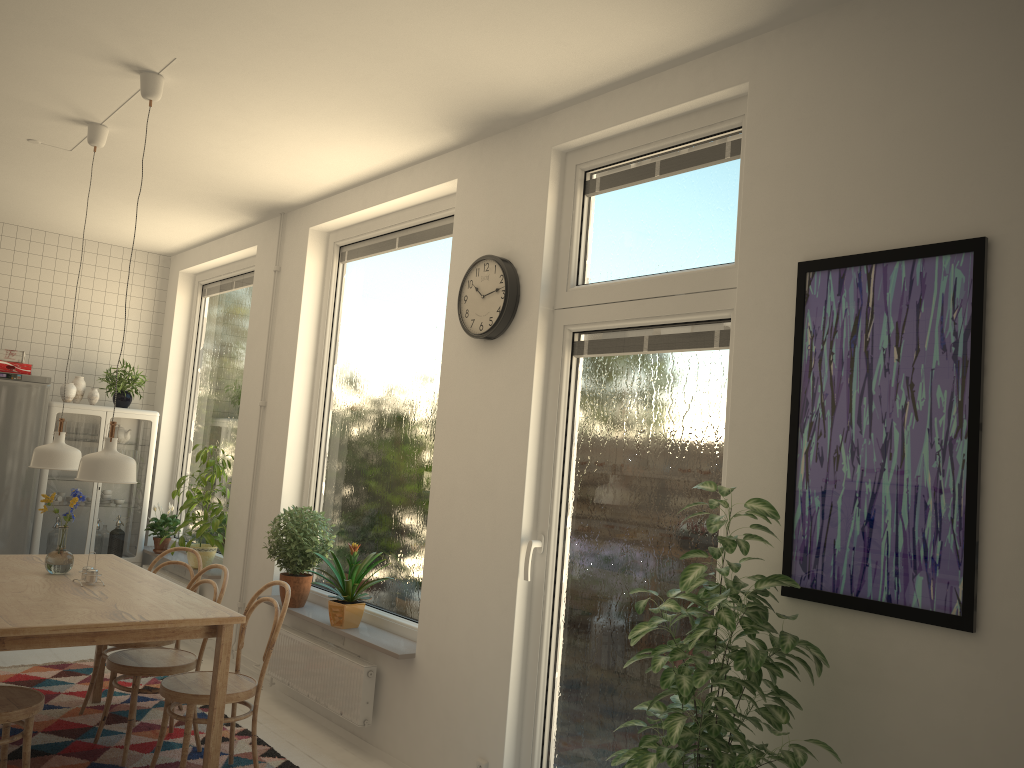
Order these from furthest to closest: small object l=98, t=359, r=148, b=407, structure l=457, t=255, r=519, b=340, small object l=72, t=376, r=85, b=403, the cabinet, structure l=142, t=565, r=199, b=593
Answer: small object l=98, t=359, r=148, b=407
small object l=72, t=376, r=85, b=403
the cabinet
structure l=142, t=565, r=199, b=593
structure l=457, t=255, r=519, b=340

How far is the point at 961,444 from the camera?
2.3m

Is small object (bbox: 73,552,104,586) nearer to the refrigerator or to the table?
the table

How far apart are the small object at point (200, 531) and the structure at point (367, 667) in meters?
1.1 m

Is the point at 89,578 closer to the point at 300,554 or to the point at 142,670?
the point at 142,670

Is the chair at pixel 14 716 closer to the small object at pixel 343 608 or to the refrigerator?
the small object at pixel 343 608

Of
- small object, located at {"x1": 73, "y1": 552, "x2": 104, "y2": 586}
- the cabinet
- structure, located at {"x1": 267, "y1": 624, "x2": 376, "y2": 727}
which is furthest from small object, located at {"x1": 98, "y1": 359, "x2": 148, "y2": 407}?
small object, located at {"x1": 73, "y1": 552, "x2": 104, "y2": 586}

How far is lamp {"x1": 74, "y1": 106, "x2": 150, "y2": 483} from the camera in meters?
3.4 m

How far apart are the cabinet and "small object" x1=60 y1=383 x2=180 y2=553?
0.05m

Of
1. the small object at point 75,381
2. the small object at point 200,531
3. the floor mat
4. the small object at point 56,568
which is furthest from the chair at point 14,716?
the small object at point 75,381
